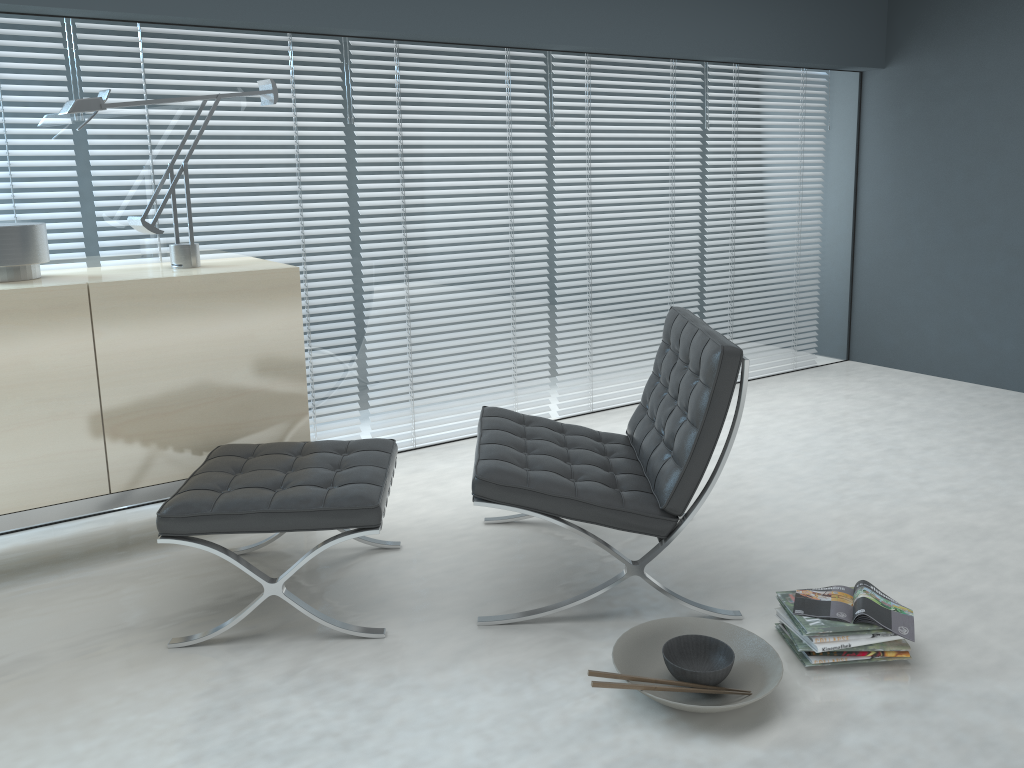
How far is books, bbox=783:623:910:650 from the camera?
2.1m

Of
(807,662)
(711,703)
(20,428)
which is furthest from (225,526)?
(807,662)

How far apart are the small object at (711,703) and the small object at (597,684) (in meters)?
0.07

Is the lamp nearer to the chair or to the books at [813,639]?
the chair

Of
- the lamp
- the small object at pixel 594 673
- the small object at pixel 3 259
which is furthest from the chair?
the small object at pixel 3 259

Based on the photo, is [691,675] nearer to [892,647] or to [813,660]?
[813,660]

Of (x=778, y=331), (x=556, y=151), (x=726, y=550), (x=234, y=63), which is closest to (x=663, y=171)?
(x=556, y=151)

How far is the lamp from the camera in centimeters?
263cm

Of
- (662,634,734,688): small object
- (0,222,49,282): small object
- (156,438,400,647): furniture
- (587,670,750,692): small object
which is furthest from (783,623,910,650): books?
(0,222,49,282): small object

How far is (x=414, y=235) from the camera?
3.71m
